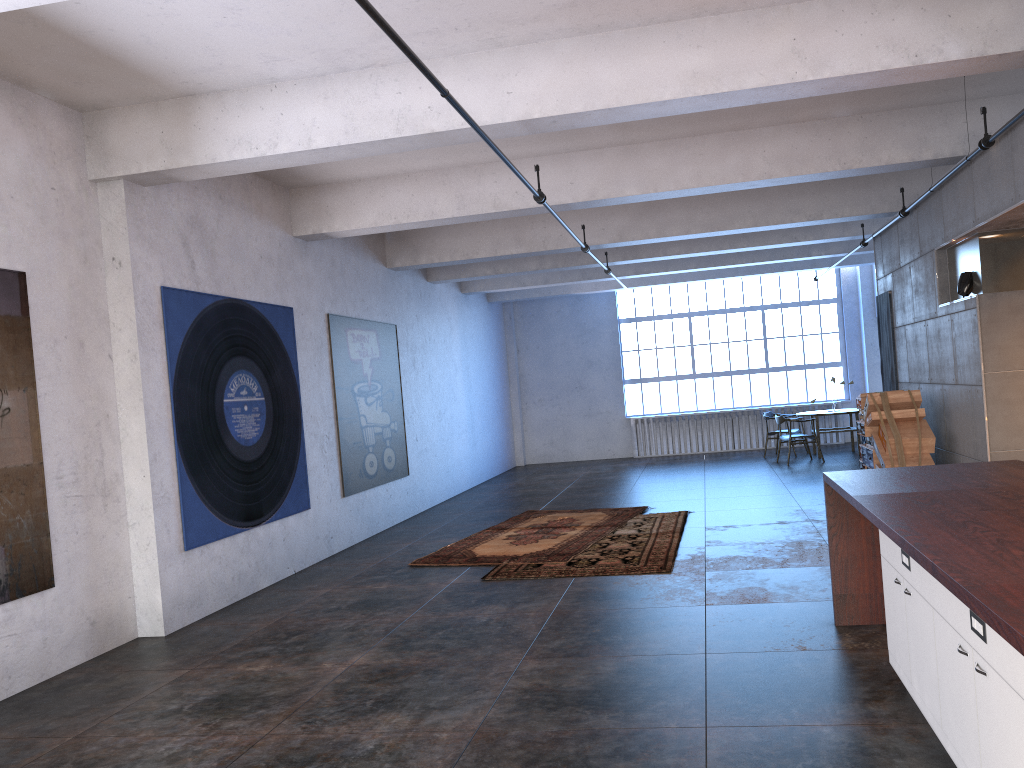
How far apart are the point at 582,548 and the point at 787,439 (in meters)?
7.34

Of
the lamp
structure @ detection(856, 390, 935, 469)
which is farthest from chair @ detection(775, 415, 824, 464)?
the lamp

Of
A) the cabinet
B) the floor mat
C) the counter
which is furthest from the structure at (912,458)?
the cabinet

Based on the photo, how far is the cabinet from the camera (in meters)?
2.57

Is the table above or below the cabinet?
above

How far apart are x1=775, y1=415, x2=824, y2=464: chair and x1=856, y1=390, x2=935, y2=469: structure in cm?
453

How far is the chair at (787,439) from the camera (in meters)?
14.86

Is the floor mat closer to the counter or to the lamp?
the counter

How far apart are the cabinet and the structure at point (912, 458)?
4.71m

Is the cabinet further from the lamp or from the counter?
the lamp
